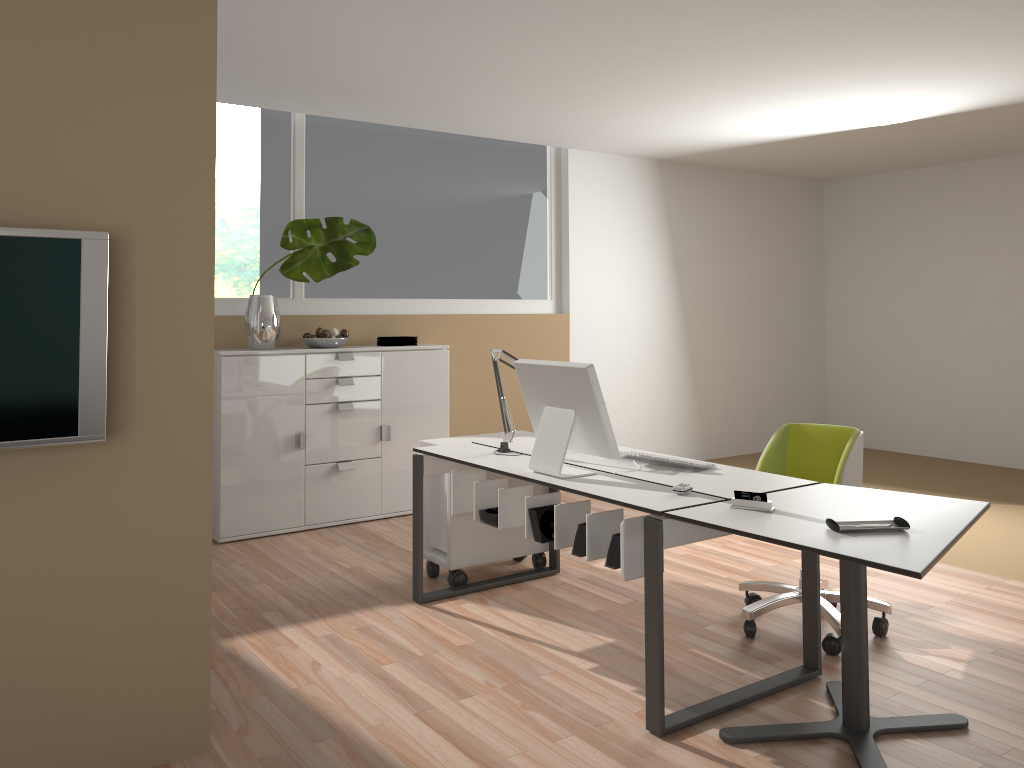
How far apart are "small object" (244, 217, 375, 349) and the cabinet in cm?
5

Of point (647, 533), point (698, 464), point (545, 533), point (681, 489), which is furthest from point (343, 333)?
point (647, 533)

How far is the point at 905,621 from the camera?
3.8 meters

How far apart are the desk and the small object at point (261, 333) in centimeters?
169cm

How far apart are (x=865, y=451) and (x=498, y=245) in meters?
4.2

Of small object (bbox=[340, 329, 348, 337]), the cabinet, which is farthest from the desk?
small object (bbox=[340, 329, 348, 337])

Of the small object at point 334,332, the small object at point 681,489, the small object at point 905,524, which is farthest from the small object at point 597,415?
the small object at point 334,332

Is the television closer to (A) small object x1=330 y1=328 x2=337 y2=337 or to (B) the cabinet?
(B) the cabinet

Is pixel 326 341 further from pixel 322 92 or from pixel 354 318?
pixel 322 92

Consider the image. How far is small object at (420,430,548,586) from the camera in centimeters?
429cm
